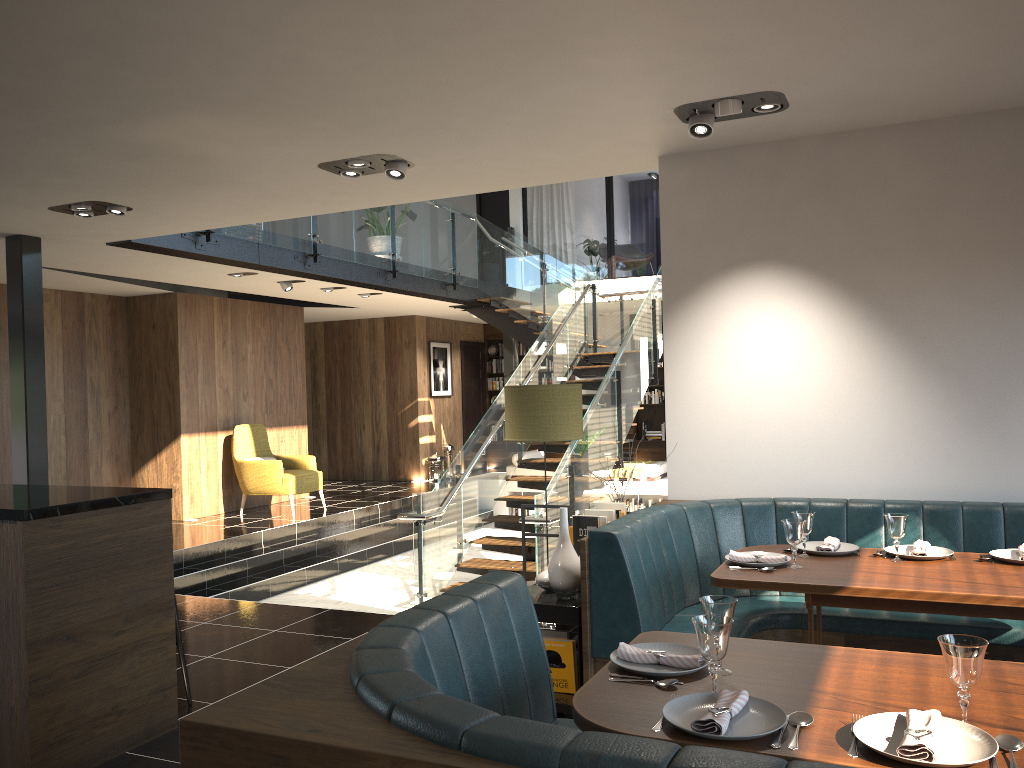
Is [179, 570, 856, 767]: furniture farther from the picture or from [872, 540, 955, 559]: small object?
the picture

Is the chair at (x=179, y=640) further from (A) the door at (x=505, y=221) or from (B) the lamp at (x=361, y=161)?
(A) the door at (x=505, y=221)

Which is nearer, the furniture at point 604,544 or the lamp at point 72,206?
the furniture at point 604,544

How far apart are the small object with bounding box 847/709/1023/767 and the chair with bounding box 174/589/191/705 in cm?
318

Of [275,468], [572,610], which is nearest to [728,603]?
[572,610]

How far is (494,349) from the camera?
16.6 meters

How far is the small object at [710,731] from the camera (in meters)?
Result: 1.88

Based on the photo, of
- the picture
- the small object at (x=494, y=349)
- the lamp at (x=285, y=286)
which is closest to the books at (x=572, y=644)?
the lamp at (x=285, y=286)

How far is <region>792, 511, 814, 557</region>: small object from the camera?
3.8 meters

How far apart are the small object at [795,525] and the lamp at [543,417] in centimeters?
137cm
